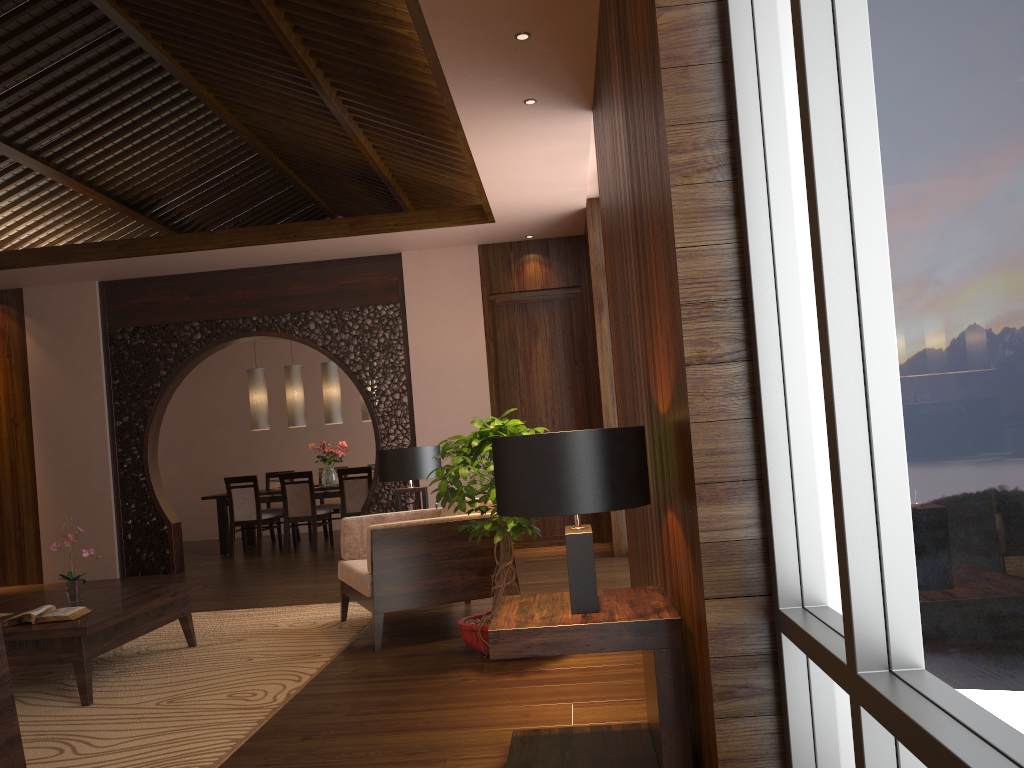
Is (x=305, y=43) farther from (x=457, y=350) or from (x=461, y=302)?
(x=457, y=350)

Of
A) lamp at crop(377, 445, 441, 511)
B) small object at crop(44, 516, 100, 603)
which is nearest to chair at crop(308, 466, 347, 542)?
lamp at crop(377, 445, 441, 511)

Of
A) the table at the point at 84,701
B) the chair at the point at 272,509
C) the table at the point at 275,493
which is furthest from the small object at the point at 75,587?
the chair at the point at 272,509

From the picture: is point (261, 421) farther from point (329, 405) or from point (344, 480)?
point (344, 480)

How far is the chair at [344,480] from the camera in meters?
9.3

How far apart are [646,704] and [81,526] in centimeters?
714cm

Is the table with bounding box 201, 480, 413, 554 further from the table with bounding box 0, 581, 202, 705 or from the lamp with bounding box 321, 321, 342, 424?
the table with bounding box 0, 581, 202, 705

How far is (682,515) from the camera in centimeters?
226cm

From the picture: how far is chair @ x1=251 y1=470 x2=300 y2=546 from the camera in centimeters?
1034cm

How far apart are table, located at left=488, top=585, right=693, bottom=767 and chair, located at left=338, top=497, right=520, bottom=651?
→ 1.8m
